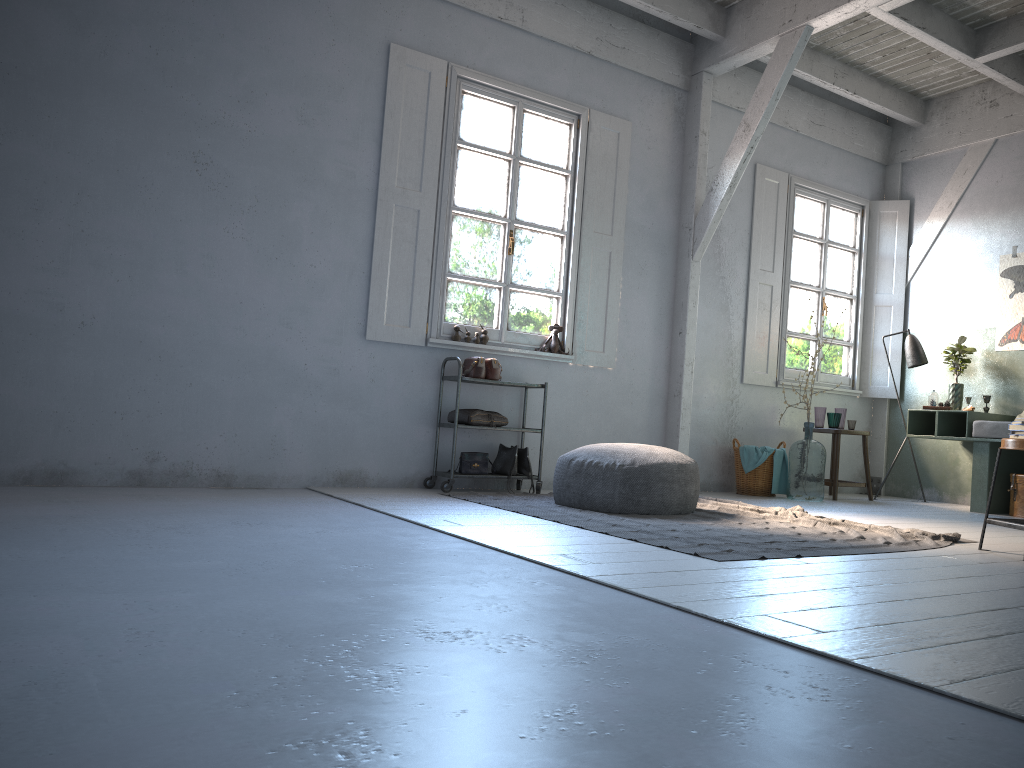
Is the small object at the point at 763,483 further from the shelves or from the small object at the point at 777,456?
the shelves

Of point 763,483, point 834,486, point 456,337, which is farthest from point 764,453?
point 456,337

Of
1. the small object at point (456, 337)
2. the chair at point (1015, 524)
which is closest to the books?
the chair at point (1015, 524)

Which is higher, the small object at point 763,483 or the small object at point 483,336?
the small object at point 483,336

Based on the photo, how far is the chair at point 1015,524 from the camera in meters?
4.4

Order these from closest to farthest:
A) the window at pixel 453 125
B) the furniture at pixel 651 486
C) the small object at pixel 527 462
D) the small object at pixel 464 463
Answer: the furniture at pixel 651 486
the small object at pixel 464 463
the small object at pixel 527 462
the window at pixel 453 125

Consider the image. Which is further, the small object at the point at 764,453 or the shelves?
the small object at the point at 764,453

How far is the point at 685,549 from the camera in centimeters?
402cm

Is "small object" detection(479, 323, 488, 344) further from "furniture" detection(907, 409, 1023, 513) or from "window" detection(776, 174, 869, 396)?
"furniture" detection(907, 409, 1023, 513)

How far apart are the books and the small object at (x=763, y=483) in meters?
3.5
